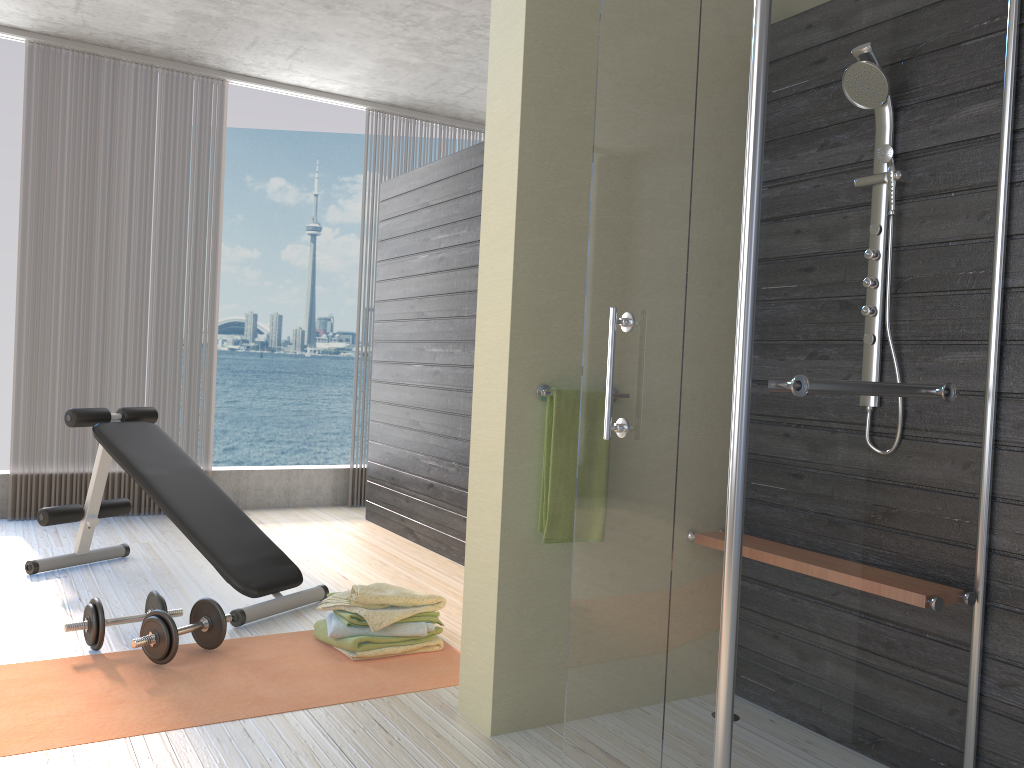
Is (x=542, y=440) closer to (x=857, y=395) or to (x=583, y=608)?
(x=583, y=608)

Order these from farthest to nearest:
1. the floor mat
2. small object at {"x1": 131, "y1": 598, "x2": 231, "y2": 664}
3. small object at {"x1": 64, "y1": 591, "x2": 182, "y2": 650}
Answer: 1. small object at {"x1": 64, "y1": 591, "x2": 182, "y2": 650}
2. small object at {"x1": 131, "y1": 598, "x2": 231, "y2": 664}
3. the floor mat

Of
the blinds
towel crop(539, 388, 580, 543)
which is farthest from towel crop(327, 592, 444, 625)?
the blinds

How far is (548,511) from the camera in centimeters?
243cm

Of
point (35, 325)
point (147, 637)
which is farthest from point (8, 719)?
point (35, 325)

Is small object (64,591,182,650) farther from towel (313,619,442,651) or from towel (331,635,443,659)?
towel (331,635,443,659)

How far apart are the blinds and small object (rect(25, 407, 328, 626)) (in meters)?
1.15

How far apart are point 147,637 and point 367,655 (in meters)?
0.70

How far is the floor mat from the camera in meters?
2.4 m

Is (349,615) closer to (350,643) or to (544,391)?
(350,643)
